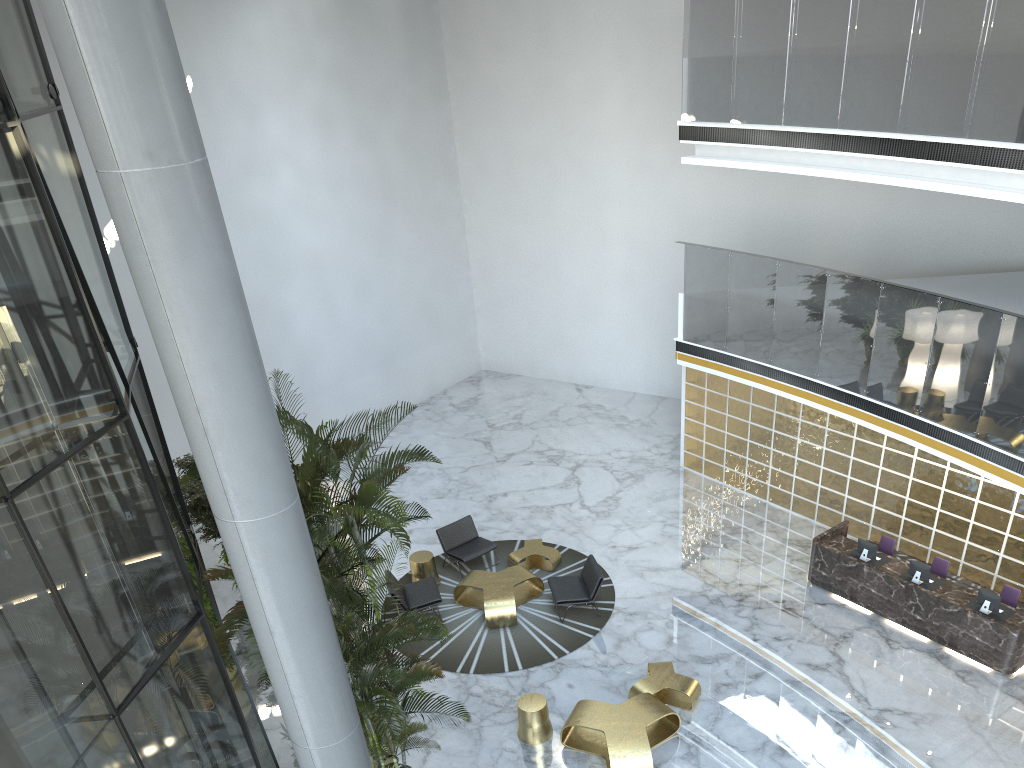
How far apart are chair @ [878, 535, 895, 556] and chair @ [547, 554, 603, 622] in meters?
4.0 m

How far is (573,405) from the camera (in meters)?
19.51

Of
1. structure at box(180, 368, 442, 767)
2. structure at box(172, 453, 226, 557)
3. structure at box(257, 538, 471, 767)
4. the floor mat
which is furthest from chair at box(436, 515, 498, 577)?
structure at box(257, 538, 471, 767)

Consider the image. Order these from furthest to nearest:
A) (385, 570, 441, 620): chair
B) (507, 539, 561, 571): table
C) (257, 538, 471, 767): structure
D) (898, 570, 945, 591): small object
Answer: (507, 539, 561, 571): table
(385, 570, 441, 620): chair
(898, 570, 945, 591): small object
(257, 538, 471, 767): structure

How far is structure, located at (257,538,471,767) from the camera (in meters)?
6.10

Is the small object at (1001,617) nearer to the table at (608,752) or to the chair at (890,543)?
the chair at (890,543)

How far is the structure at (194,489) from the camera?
12.08m

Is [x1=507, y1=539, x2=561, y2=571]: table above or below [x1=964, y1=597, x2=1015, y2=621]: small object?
below

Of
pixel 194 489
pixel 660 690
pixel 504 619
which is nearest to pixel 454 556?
pixel 504 619

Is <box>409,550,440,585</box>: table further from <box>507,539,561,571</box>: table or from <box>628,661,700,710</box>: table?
<box>628,661,700,710</box>: table
